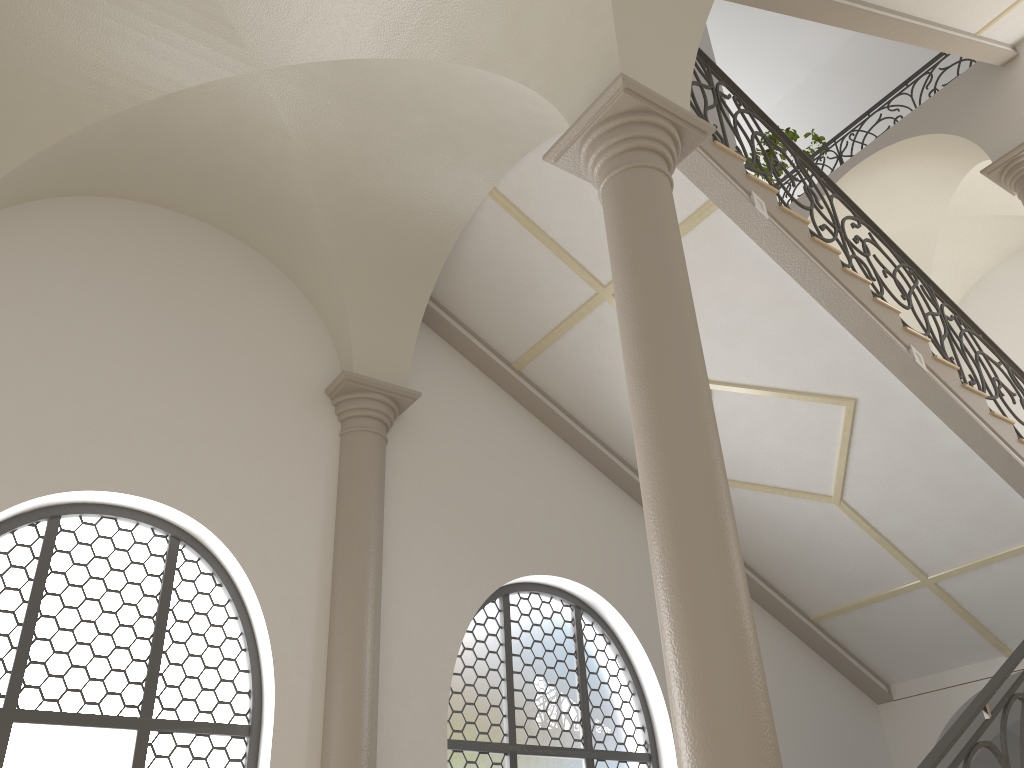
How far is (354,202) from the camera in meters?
6.9

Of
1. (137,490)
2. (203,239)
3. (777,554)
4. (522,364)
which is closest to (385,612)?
(137,490)

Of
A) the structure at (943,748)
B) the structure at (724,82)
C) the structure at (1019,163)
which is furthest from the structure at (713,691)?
the structure at (1019,163)

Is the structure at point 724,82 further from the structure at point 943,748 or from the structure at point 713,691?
the structure at point 943,748

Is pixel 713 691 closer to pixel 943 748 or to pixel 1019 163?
pixel 943 748

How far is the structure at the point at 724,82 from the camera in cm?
708

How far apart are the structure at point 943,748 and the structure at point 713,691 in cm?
64

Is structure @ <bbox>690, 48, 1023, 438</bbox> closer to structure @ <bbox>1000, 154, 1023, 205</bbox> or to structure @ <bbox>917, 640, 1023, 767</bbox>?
structure @ <bbox>1000, 154, 1023, 205</bbox>

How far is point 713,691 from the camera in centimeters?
325cm

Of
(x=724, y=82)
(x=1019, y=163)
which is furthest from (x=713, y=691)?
(x=1019, y=163)
